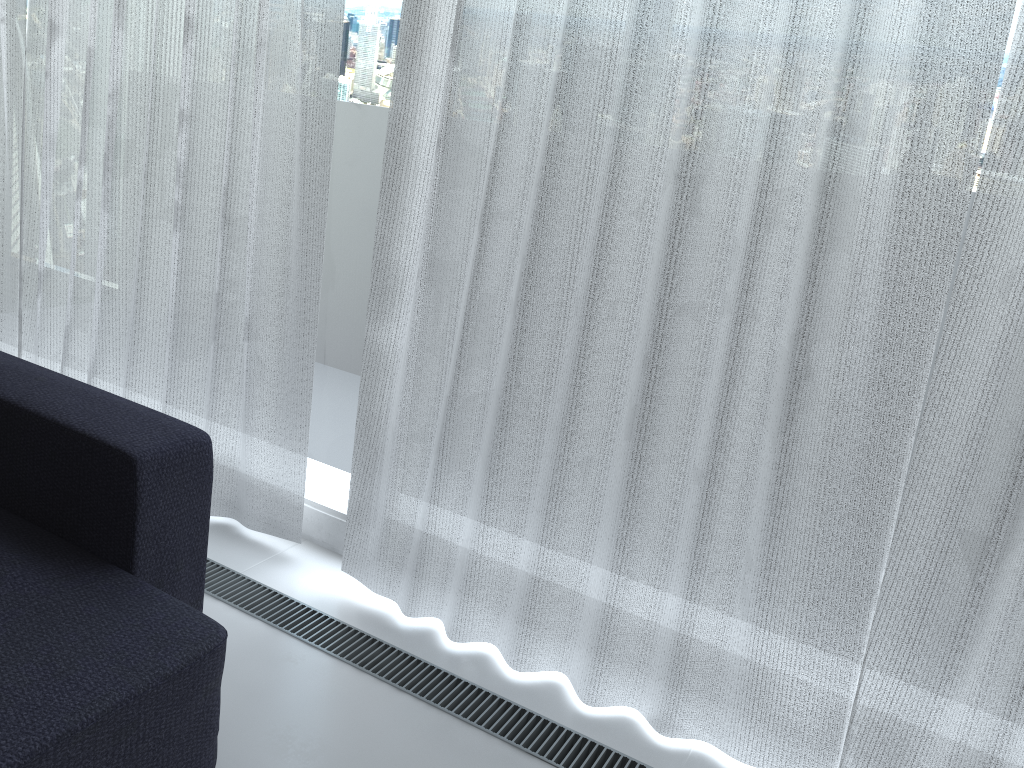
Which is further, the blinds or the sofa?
the blinds

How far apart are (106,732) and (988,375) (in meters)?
1.42

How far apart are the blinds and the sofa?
0.4 meters

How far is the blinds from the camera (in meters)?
1.42

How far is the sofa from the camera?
1.2m

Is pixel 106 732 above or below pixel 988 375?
below

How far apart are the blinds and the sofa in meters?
0.4 m

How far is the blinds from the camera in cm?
142

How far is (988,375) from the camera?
1.42m

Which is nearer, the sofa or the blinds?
the sofa
